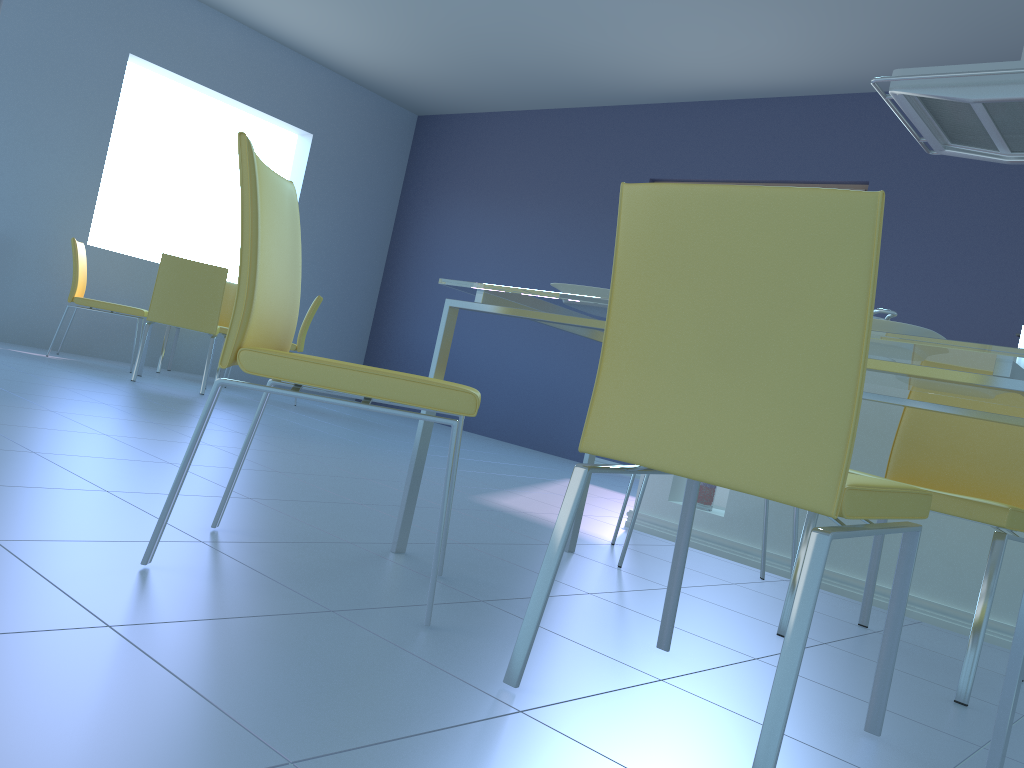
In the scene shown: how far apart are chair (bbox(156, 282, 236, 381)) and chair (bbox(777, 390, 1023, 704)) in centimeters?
462cm

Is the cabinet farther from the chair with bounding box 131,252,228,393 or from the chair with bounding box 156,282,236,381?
the chair with bounding box 156,282,236,381

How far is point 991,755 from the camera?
1.14m

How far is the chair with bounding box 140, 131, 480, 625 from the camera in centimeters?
138cm

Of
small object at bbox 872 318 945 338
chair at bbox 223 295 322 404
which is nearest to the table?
small object at bbox 872 318 945 338

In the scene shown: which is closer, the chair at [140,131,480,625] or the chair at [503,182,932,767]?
the chair at [503,182,932,767]

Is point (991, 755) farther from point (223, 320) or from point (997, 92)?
point (223, 320)

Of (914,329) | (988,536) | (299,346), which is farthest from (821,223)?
(299,346)

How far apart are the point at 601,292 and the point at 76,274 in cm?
440

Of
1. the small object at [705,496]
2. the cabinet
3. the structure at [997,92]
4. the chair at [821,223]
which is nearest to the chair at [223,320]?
the cabinet
